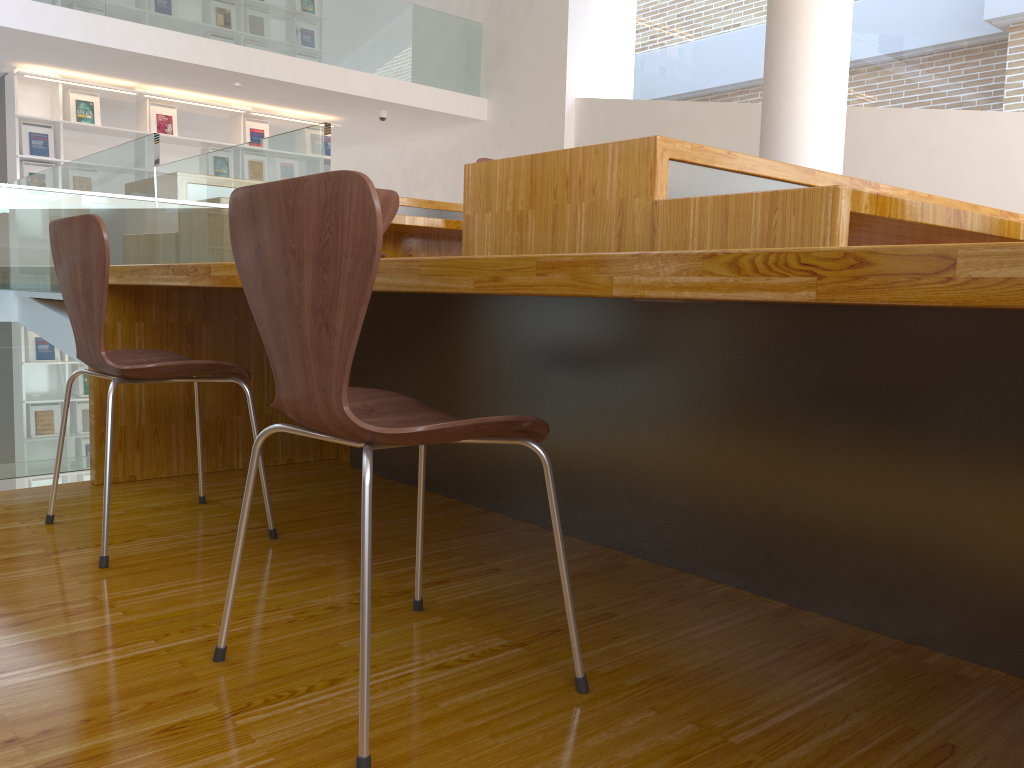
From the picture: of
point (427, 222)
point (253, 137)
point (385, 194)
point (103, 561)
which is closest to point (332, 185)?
point (103, 561)

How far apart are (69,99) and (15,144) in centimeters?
63cm

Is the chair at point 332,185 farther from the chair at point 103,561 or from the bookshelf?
the bookshelf

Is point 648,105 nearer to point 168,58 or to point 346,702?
point 168,58

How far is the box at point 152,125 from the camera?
8.1 meters

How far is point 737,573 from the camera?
1.7 meters

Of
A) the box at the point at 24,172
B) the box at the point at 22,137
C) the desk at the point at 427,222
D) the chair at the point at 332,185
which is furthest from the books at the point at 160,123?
the chair at the point at 332,185

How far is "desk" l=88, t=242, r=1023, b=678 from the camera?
1.0m

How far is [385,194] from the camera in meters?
4.1 m

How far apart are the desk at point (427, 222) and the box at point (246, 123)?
4.3 meters
